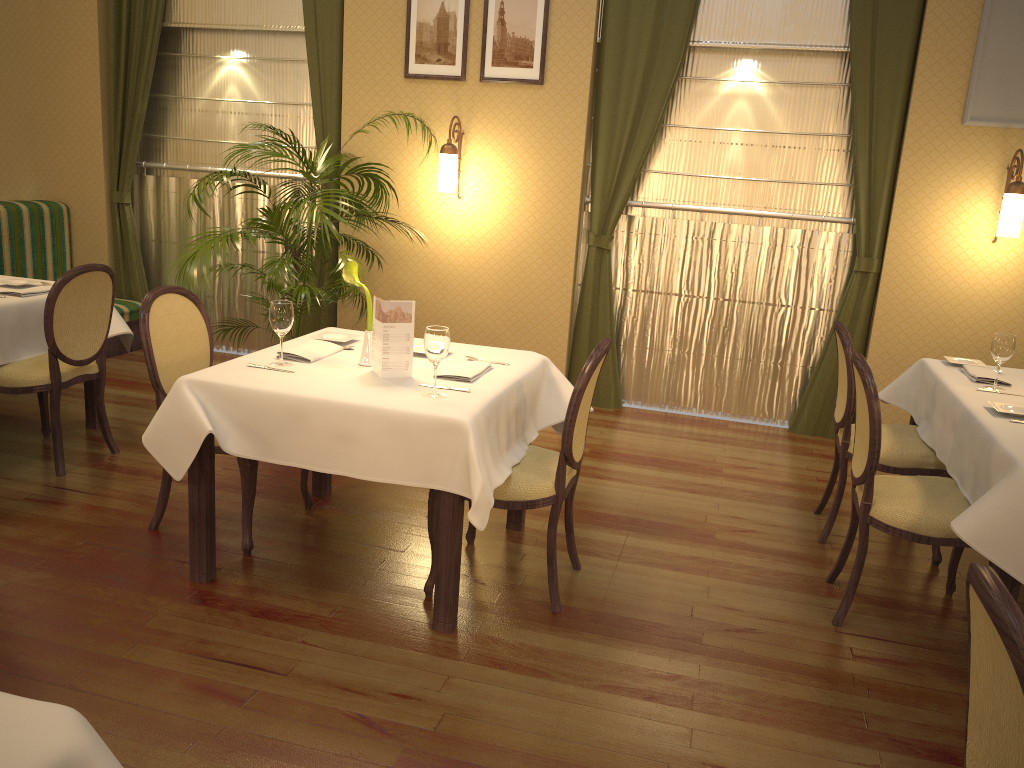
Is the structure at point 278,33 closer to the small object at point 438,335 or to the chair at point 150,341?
the chair at point 150,341

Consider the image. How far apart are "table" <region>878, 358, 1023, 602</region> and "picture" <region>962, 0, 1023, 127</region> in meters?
1.6 m

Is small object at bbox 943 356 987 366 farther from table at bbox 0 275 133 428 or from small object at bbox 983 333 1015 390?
table at bbox 0 275 133 428

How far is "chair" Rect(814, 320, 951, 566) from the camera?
3.7m

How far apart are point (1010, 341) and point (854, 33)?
2.3 meters

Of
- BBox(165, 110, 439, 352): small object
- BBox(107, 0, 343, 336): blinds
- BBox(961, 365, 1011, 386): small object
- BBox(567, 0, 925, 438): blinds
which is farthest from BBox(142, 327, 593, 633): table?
BBox(107, 0, 343, 336): blinds

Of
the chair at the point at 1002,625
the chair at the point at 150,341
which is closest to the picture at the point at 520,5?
the chair at the point at 150,341

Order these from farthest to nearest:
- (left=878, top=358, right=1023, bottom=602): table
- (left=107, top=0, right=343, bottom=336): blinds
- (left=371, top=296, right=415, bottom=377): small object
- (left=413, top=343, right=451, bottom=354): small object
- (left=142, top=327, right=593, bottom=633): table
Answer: (left=107, top=0, right=343, bottom=336): blinds → (left=413, top=343, right=451, bottom=354): small object → (left=371, top=296, right=415, bottom=377): small object → (left=142, top=327, right=593, bottom=633): table → (left=878, top=358, right=1023, bottom=602): table

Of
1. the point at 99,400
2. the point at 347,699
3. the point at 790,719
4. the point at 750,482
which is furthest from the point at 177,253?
the point at 790,719

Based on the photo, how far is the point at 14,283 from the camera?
4.4 meters
